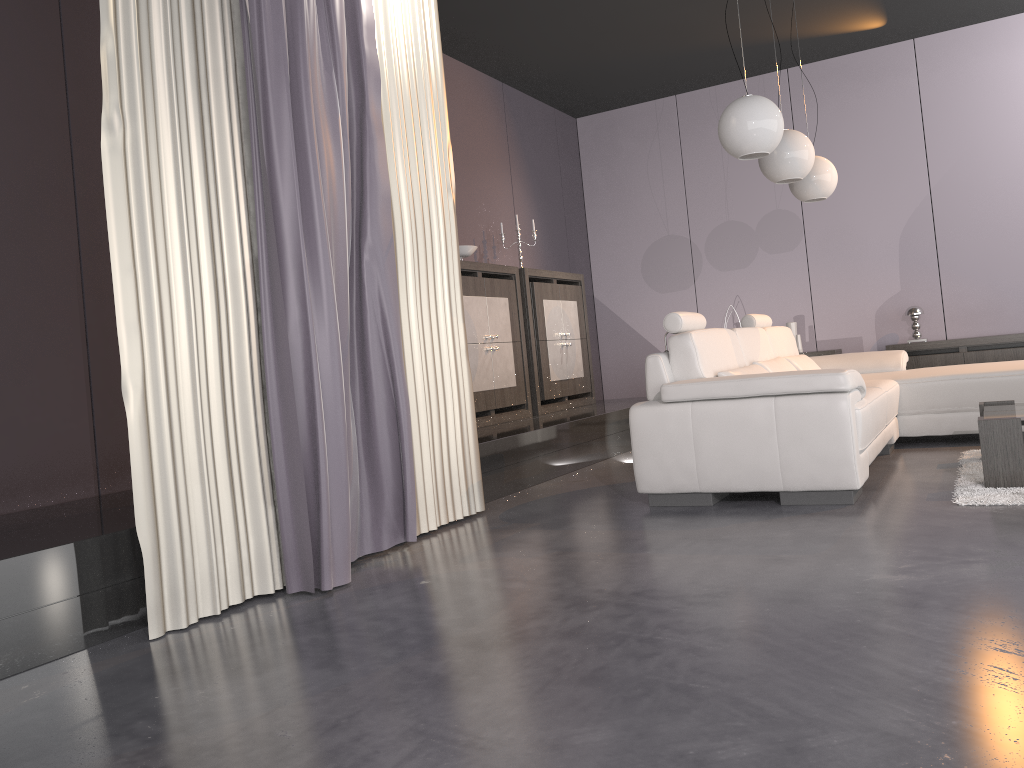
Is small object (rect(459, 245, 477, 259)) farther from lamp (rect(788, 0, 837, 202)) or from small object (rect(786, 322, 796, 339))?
small object (rect(786, 322, 796, 339))

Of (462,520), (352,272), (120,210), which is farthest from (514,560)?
(120,210)

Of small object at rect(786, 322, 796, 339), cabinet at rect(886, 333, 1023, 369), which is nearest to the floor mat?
cabinet at rect(886, 333, 1023, 369)

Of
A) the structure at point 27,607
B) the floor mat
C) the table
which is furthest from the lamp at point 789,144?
the structure at point 27,607

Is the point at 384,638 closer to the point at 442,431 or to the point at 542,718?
the point at 542,718

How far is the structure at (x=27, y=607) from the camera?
2.4 meters

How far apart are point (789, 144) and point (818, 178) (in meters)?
0.89

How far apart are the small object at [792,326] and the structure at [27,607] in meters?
1.6

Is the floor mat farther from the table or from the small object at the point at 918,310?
the small object at the point at 918,310

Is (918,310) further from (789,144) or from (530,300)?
(530,300)
